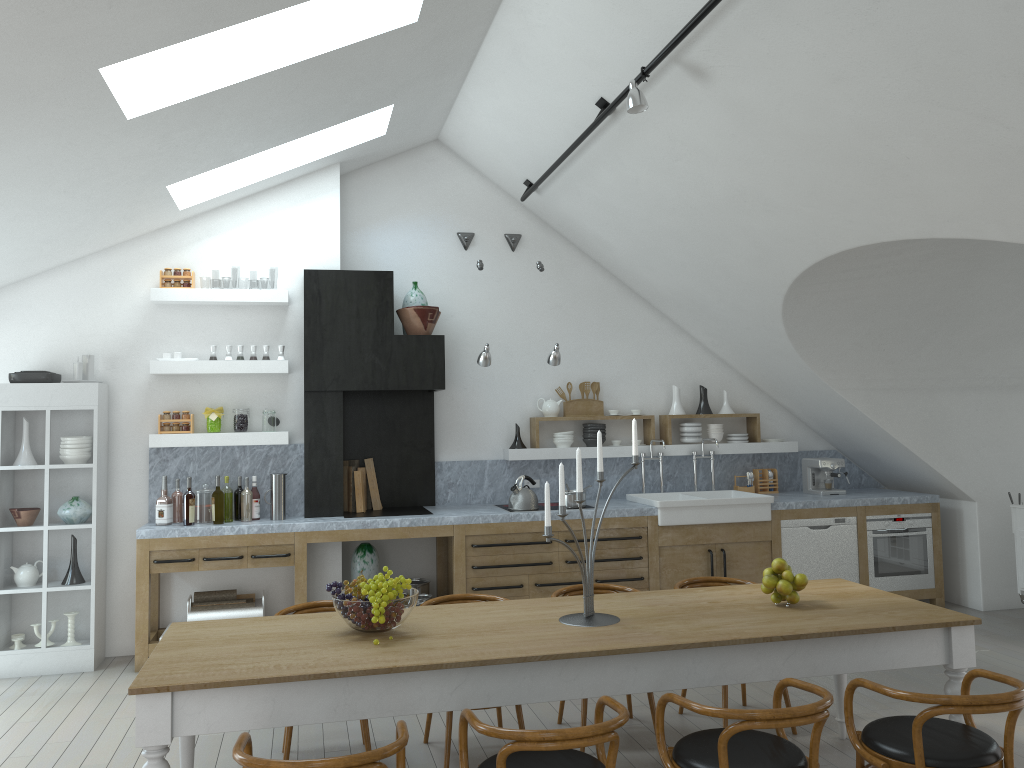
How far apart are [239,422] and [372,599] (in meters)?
3.50

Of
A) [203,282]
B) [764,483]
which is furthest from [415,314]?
[203,282]

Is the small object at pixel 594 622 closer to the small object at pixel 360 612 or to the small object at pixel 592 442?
the small object at pixel 360 612

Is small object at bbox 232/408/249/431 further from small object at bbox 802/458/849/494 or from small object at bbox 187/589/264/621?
small object at bbox 802/458/849/494

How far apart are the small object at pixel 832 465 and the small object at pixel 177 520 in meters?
5.3

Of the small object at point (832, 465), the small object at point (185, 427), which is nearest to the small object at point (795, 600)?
the small object at point (832, 465)

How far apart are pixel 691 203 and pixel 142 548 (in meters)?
4.45

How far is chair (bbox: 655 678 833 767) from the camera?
2.9 meters

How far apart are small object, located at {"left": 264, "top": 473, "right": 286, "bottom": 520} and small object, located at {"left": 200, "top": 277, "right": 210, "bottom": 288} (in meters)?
39.66

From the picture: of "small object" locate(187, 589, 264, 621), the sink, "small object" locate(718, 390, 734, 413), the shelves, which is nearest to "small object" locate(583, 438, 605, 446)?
the shelves
